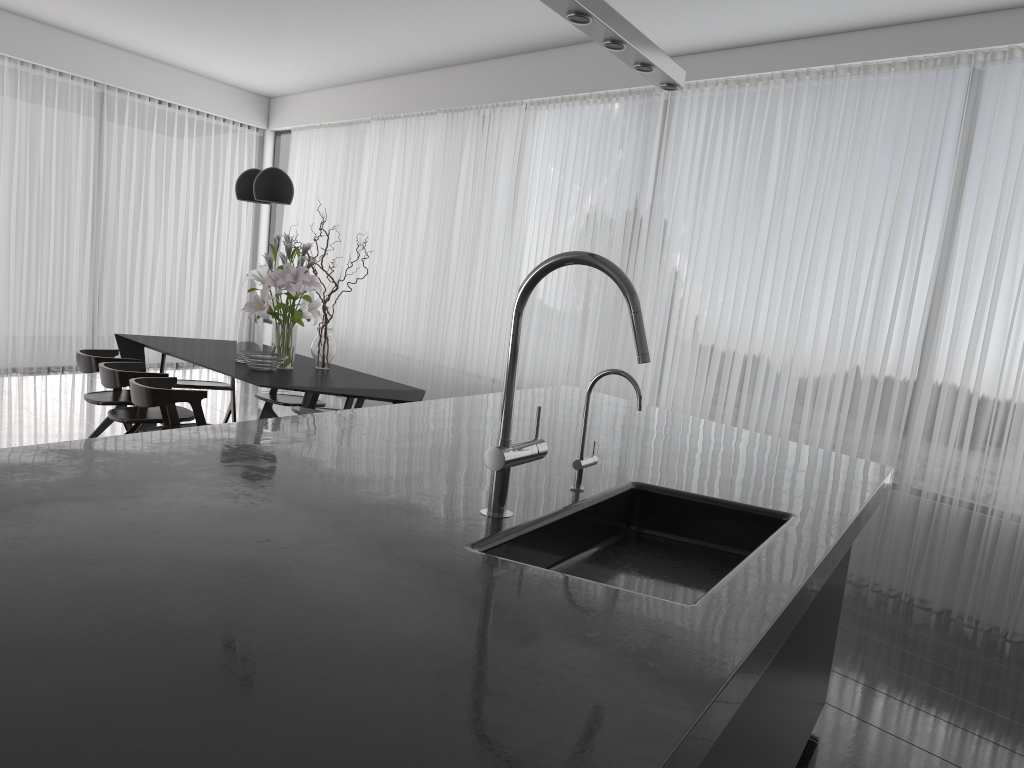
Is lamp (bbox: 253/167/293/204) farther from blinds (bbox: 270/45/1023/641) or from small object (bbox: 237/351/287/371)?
blinds (bbox: 270/45/1023/641)

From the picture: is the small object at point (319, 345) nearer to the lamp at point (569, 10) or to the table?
the table

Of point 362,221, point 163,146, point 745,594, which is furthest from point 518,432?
point 163,146

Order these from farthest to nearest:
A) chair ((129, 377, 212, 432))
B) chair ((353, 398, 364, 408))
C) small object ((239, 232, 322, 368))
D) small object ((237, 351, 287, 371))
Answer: chair ((353, 398, 364, 408)) < small object ((239, 232, 322, 368)) < small object ((237, 351, 287, 371)) < chair ((129, 377, 212, 432))

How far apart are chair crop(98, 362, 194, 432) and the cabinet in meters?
4.0

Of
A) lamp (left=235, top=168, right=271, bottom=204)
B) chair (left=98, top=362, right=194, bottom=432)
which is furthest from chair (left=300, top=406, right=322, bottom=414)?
lamp (left=235, top=168, right=271, bottom=204)

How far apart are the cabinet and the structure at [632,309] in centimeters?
59cm

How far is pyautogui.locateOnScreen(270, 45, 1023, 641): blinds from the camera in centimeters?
418cm

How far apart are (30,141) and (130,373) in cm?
488

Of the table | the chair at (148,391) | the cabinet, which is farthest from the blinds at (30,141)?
the cabinet
